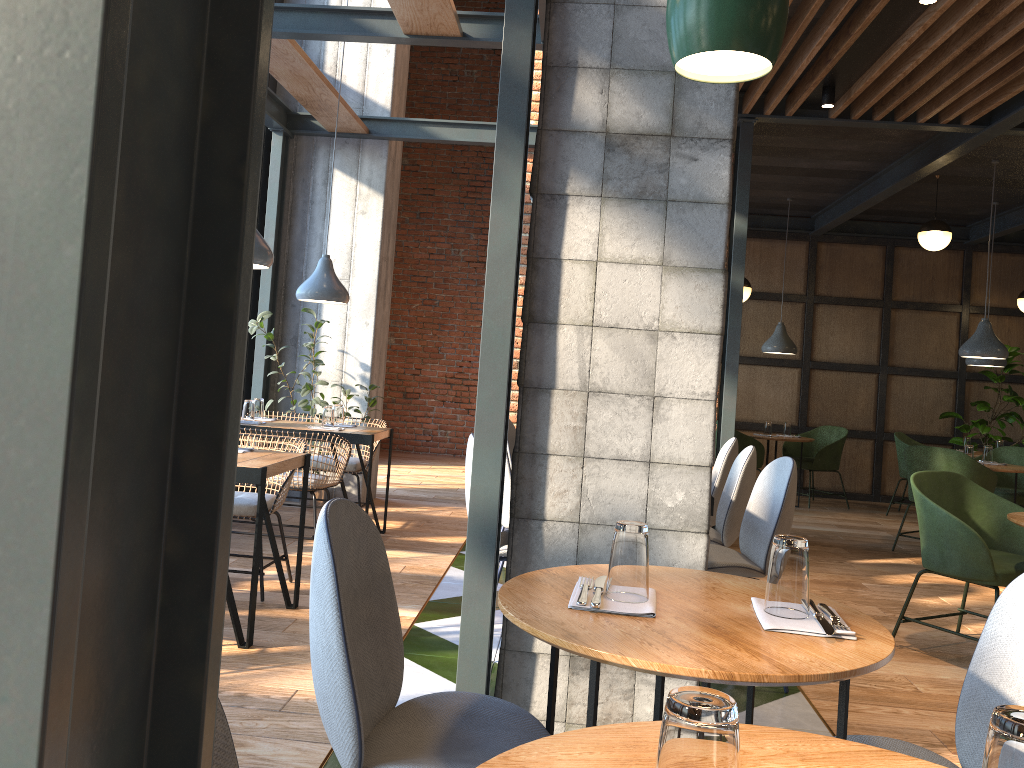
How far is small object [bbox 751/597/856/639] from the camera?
1.5 meters

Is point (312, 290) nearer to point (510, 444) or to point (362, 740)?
point (510, 444)

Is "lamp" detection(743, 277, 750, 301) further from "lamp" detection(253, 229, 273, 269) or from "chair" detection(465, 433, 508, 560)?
"lamp" detection(253, 229, 273, 269)

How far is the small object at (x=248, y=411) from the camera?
5.62m

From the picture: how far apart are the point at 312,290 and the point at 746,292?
4.31m

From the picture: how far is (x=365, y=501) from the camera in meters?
7.2

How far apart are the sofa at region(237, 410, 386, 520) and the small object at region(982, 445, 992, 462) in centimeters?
494cm

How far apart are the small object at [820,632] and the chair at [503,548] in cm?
190

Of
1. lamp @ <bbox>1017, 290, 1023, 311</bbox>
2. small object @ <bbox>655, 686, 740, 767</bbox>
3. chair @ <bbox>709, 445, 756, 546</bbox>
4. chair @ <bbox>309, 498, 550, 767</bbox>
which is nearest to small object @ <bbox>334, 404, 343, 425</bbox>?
chair @ <bbox>709, 445, 756, 546</bbox>

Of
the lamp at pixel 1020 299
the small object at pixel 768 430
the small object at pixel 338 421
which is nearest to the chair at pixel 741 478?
the small object at pixel 338 421
